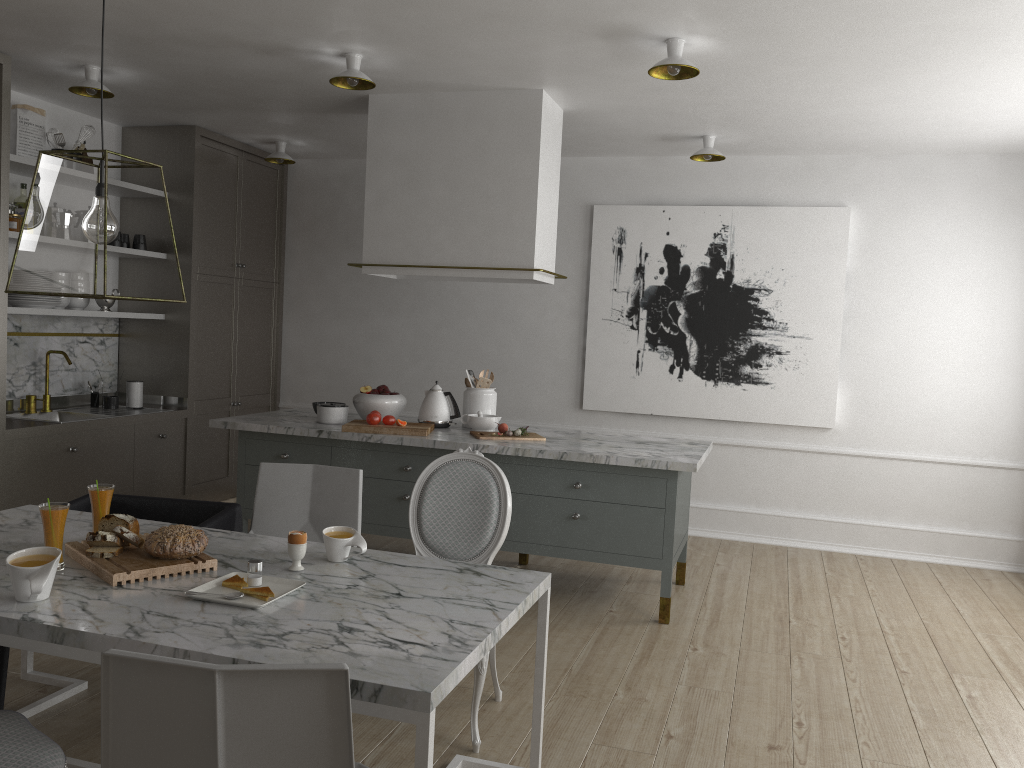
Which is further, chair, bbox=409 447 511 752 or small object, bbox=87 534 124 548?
chair, bbox=409 447 511 752

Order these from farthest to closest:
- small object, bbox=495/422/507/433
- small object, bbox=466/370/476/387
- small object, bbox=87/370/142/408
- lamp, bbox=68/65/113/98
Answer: small object, bbox=87/370/142/408
small object, bbox=466/370/476/387
small object, bbox=495/422/507/433
lamp, bbox=68/65/113/98

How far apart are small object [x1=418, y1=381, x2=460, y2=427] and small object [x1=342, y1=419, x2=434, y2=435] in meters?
0.2

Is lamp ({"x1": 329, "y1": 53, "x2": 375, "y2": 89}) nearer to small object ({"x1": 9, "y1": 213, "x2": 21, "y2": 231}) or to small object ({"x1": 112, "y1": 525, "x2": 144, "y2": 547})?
small object ({"x1": 9, "y1": 213, "x2": 21, "y2": 231})

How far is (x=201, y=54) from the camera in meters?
3.9 m

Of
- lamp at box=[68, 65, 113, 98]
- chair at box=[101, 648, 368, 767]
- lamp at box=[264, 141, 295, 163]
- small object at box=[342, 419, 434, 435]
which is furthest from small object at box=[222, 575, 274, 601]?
lamp at box=[264, 141, 295, 163]

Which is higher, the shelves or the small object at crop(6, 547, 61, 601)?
the shelves

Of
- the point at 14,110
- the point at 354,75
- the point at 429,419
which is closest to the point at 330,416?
the point at 429,419

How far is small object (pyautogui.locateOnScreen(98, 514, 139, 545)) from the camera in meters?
2.4

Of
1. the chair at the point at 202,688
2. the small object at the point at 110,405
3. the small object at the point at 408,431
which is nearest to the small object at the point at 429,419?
the small object at the point at 408,431
